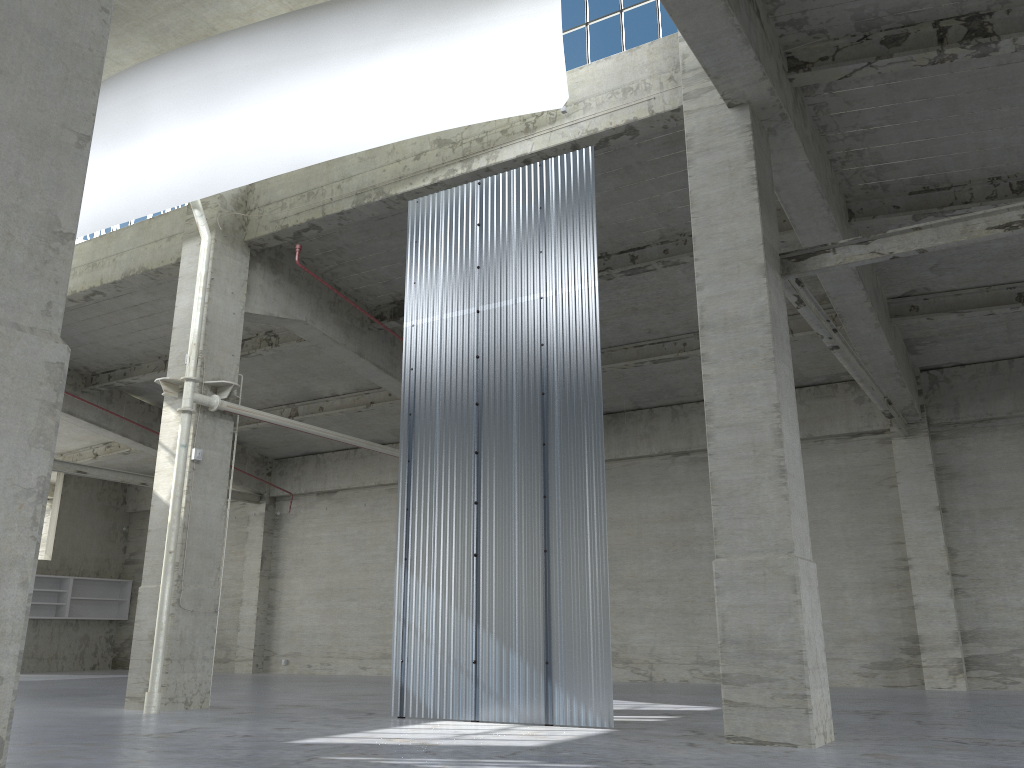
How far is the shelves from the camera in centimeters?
3911cm

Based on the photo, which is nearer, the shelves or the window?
the window

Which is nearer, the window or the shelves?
the window

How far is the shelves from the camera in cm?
3911

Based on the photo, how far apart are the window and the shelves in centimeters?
3372cm

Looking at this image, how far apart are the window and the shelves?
33.72m

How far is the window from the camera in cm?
1722

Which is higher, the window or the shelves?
the window

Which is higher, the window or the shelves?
the window

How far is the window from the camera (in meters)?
17.22
